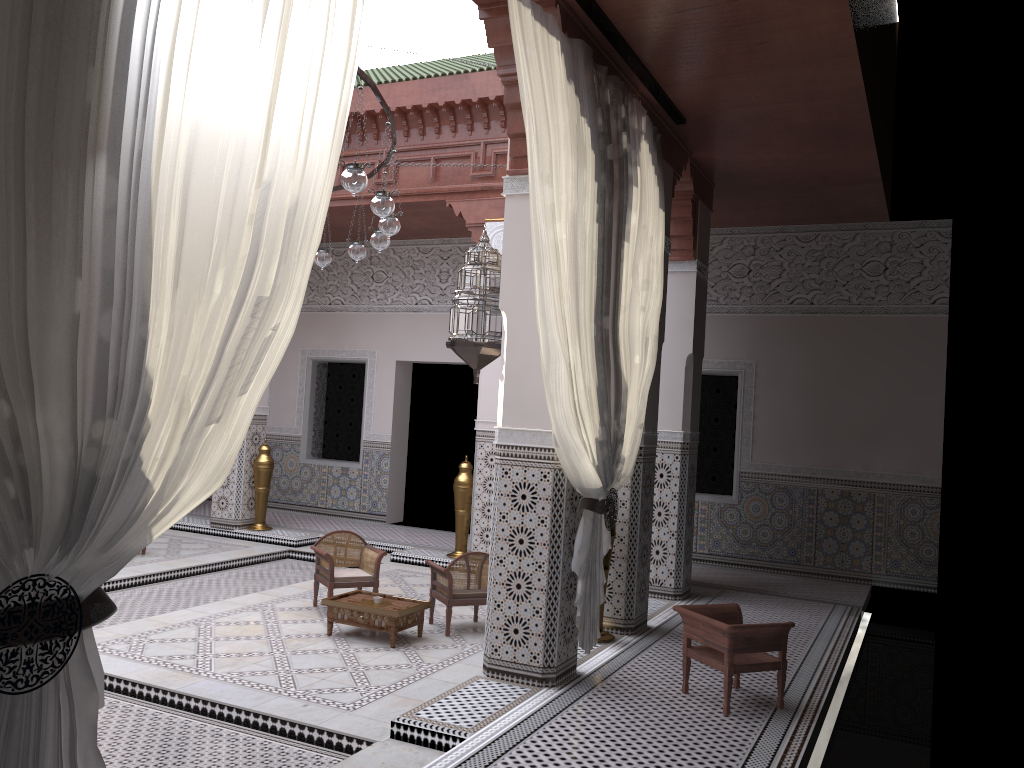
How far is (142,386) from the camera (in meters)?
1.08

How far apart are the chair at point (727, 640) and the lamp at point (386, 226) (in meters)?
1.60

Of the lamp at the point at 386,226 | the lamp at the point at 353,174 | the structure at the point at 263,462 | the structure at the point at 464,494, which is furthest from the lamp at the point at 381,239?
the structure at the point at 263,462

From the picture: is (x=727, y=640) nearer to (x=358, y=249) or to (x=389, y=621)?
(x=389, y=621)

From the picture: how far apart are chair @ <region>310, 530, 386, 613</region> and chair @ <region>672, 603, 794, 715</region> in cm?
141

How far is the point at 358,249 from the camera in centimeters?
372cm

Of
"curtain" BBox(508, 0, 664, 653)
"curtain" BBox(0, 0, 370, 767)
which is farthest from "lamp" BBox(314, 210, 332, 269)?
"curtain" BBox(0, 0, 370, 767)

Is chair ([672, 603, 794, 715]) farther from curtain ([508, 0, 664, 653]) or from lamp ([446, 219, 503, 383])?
lamp ([446, 219, 503, 383])

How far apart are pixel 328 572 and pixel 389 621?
0.5 meters

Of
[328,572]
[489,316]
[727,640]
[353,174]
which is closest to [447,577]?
[328,572]
